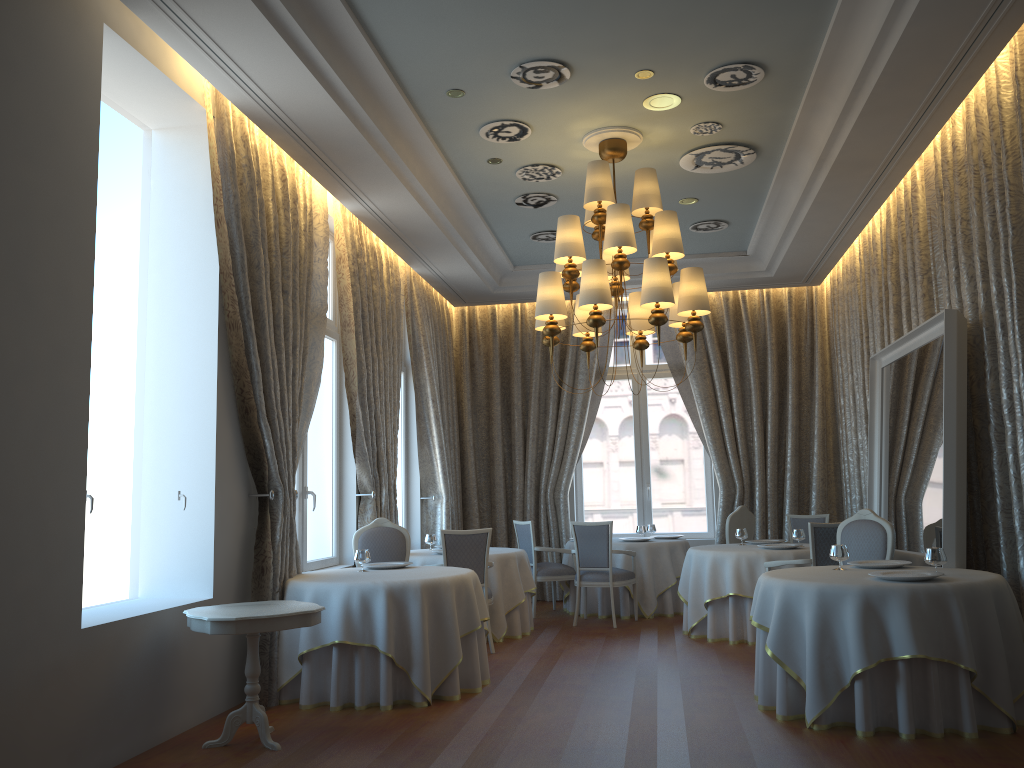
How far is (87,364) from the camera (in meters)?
4.67

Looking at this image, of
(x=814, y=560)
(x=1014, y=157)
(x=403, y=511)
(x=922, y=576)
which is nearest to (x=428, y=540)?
(x=403, y=511)

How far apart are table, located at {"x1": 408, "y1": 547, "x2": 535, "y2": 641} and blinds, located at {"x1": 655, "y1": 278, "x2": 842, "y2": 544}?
3.1m

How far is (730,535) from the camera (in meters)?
9.87

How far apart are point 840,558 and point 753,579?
2.2 meters

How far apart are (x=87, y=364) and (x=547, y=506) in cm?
784

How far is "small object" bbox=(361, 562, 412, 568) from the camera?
7.0m

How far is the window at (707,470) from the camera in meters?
12.1 m

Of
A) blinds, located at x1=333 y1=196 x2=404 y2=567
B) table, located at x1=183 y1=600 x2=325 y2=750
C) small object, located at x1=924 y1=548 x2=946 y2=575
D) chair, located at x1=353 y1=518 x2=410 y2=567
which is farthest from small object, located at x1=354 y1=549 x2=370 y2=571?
small object, located at x1=924 y1=548 x2=946 y2=575

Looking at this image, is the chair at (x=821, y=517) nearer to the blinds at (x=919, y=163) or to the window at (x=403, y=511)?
the blinds at (x=919, y=163)
